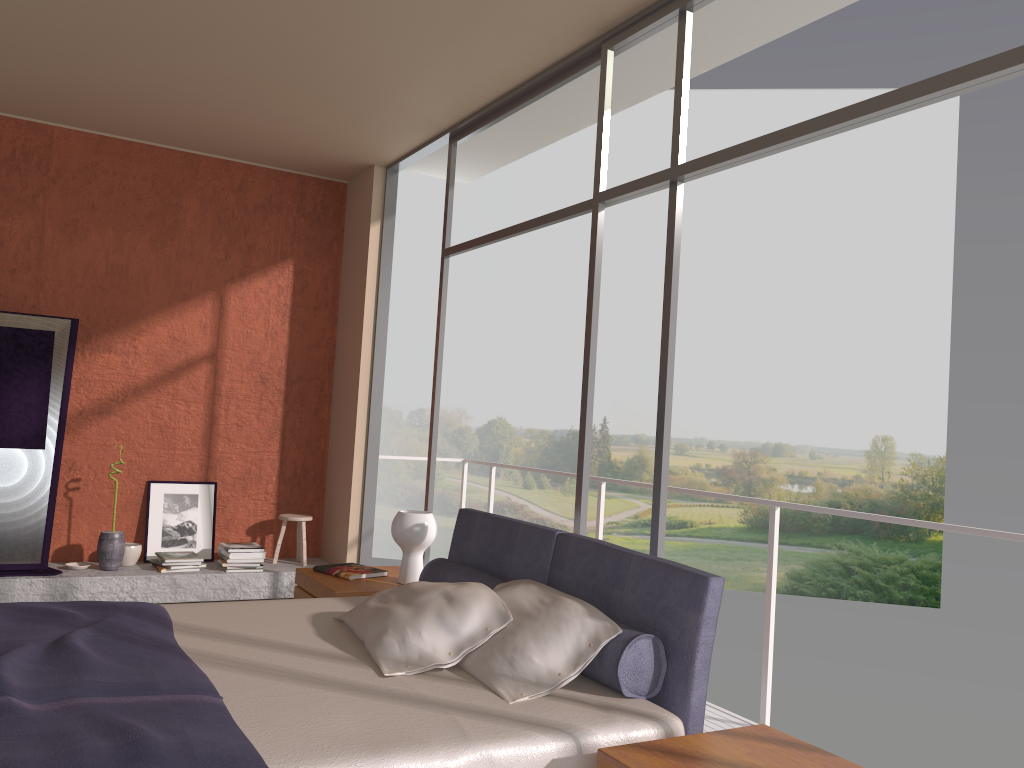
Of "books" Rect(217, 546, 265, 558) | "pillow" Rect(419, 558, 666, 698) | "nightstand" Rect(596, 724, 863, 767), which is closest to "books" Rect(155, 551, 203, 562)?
"books" Rect(217, 546, 265, 558)

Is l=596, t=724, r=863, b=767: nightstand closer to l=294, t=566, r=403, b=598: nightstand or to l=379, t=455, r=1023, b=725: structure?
l=379, t=455, r=1023, b=725: structure

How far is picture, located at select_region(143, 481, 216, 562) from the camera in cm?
608

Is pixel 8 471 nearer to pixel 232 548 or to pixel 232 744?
pixel 232 548

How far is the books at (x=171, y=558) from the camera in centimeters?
574cm

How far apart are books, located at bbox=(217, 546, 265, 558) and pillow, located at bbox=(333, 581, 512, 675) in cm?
292

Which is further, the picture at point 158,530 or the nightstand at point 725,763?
the picture at point 158,530

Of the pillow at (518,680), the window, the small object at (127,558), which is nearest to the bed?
the pillow at (518,680)

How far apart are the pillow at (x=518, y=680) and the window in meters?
0.6

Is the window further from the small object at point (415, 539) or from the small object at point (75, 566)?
the small object at point (75, 566)
